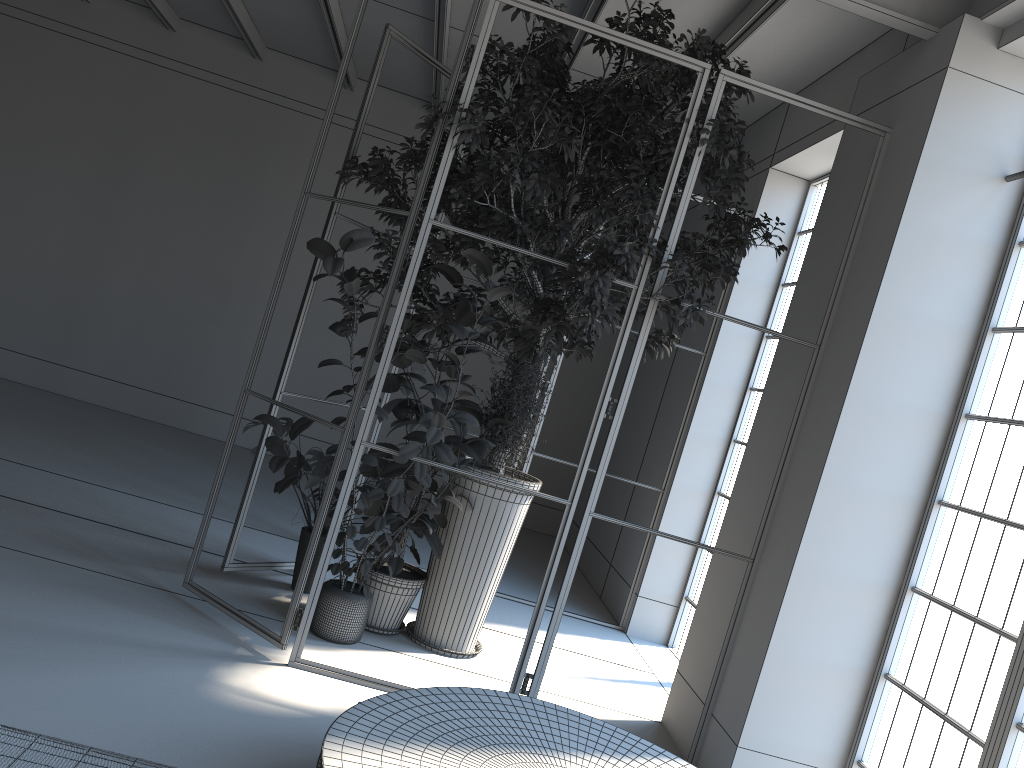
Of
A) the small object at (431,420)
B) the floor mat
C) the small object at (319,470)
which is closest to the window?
the small object at (431,420)

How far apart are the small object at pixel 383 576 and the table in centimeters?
136cm

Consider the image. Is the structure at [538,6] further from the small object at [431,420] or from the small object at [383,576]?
the small object at [383,576]

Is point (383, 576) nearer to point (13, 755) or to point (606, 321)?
point (606, 321)

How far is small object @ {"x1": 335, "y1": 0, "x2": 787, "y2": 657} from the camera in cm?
438

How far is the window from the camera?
3.5m

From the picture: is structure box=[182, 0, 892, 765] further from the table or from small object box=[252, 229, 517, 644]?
the table

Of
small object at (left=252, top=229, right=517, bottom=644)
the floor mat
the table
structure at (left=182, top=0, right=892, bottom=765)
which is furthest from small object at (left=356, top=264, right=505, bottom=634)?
the floor mat

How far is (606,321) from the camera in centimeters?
438cm

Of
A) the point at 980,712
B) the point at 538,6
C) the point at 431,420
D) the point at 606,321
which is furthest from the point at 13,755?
the point at 538,6
